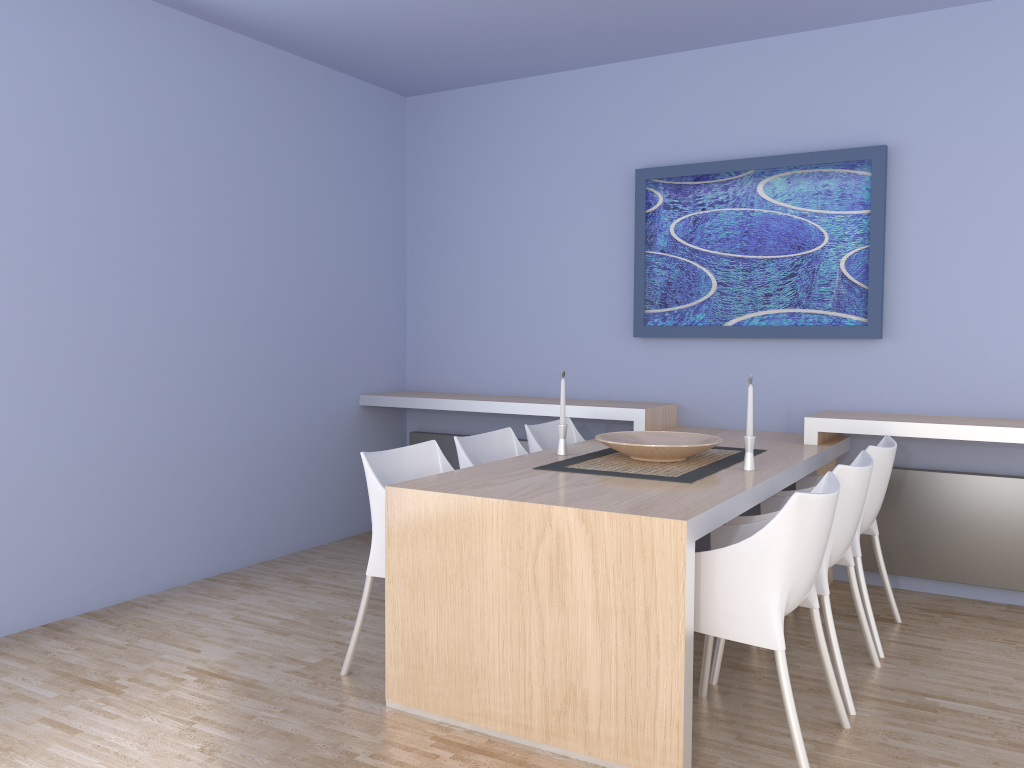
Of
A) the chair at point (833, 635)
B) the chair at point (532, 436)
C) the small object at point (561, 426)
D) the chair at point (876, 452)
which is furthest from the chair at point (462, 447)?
the chair at point (876, 452)

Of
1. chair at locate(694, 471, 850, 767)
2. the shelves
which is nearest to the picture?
the shelves

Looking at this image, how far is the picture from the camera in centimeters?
420cm

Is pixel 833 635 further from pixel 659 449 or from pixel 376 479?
pixel 376 479

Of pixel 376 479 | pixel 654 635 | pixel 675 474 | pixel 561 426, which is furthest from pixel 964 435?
pixel 376 479

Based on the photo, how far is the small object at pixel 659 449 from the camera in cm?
326

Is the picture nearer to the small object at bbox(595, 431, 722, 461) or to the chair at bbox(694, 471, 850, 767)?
the small object at bbox(595, 431, 722, 461)

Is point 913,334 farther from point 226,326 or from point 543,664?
point 226,326

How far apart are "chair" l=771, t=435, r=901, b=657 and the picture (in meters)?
0.68

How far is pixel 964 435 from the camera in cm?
366
